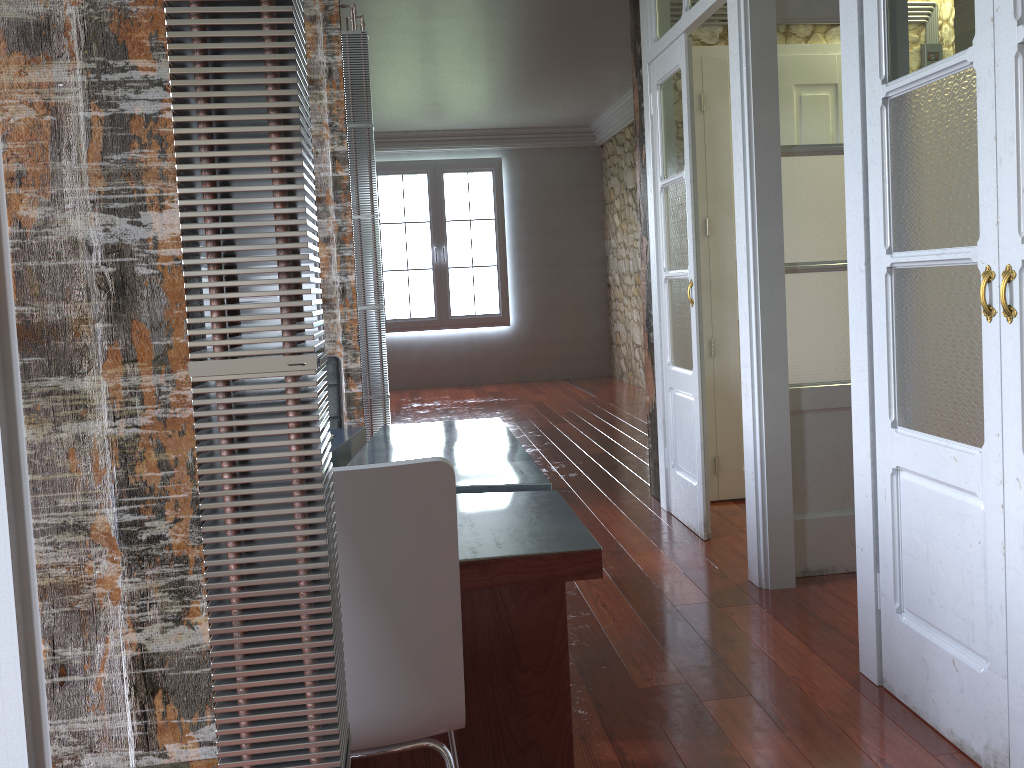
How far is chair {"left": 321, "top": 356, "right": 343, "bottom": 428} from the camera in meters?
3.3 m

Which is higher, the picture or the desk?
the picture

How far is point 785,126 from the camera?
3.22m

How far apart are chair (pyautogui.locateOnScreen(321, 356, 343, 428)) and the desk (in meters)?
0.15

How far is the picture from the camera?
10.2 meters

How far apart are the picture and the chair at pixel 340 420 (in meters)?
6.99

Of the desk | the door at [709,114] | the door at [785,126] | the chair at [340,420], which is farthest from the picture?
the desk

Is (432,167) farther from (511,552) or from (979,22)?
(511,552)

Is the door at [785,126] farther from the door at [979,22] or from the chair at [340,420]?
the chair at [340,420]

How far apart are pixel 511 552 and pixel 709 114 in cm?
328
